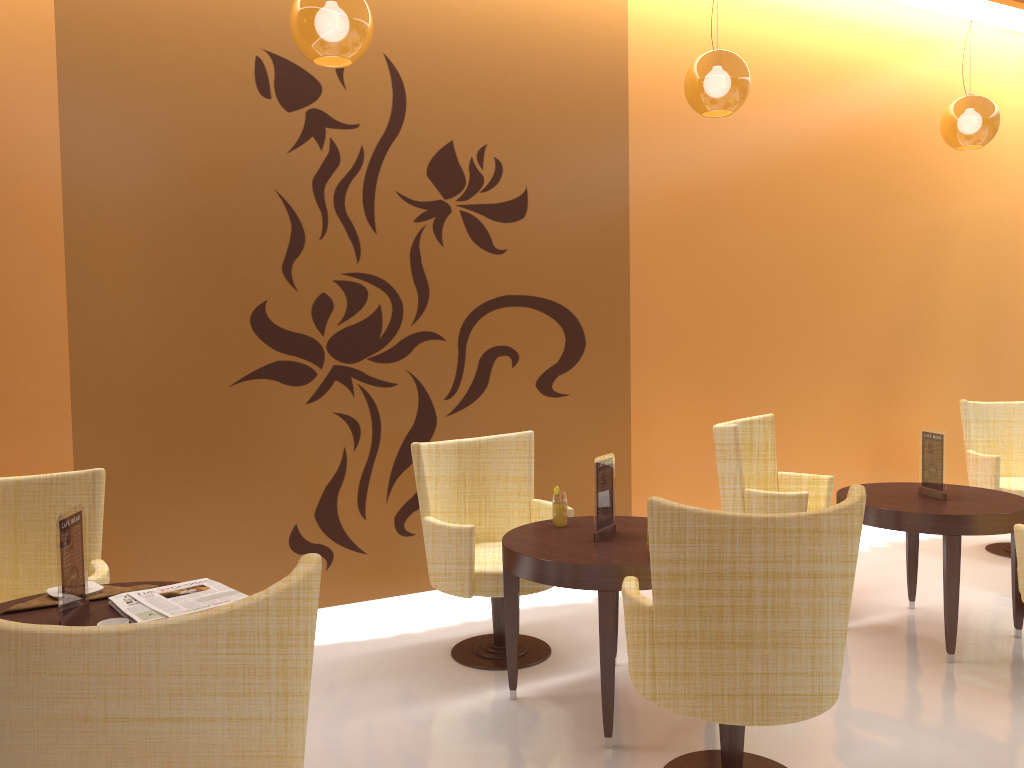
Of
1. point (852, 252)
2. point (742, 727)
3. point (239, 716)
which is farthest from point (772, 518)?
point (852, 252)

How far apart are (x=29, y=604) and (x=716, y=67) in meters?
3.4

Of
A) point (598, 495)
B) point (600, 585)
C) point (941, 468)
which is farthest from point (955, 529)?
point (600, 585)

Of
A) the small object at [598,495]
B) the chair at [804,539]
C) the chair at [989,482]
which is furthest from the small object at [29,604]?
the chair at [989,482]

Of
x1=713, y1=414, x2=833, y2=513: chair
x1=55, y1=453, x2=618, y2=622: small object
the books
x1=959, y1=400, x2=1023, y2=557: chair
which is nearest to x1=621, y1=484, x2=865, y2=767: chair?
x1=55, y1=453, x2=618, y2=622: small object

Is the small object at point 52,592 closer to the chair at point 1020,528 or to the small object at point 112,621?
the small object at point 112,621

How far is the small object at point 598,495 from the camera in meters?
3.5

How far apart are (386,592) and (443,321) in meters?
1.5 m

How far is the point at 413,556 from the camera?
4.8m

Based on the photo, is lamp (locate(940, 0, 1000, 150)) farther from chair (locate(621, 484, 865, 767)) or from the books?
the books
